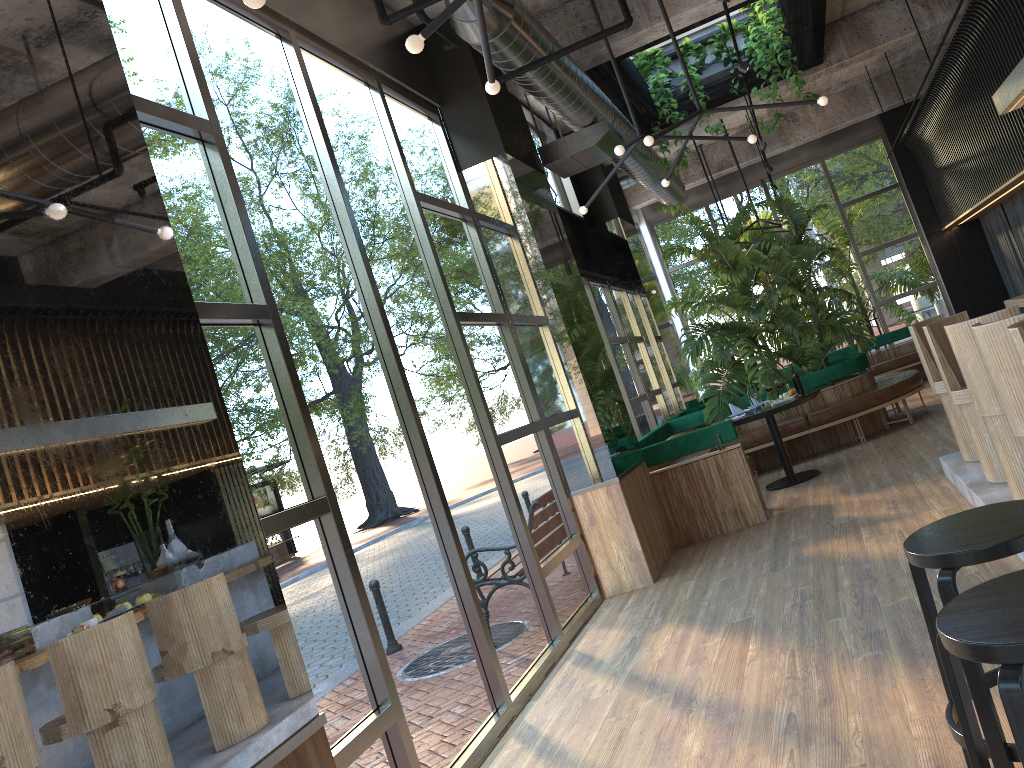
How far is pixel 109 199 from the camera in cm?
235

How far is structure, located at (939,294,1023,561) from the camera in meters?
4.9 m

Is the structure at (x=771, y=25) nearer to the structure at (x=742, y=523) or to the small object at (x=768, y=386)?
the small object at (x=768, y=386)

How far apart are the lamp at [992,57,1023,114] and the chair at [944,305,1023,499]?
2.1 meters

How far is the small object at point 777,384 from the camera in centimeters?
504cm

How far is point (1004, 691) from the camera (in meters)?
1.60

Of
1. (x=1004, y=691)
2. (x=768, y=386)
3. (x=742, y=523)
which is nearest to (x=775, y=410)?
(x=768, y=386)

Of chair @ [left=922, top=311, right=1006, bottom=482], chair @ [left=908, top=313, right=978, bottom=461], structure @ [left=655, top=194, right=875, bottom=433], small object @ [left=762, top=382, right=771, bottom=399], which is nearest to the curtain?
structure @ [left=655, top=194, right=875, bottom=433]

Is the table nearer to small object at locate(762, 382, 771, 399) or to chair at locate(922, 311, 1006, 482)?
small object at locate(762, 382, 771, 399)

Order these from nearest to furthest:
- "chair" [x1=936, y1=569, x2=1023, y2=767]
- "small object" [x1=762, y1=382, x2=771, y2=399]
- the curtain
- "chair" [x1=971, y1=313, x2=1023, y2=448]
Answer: "chair" [x1=936, y1=569, x2=1023, y2=767]
"chair" [x1=971, y1=313, x2=1023, y2=448]
"small object" [x1=762, y1=382, x2=771, y2=399]
the curtain
